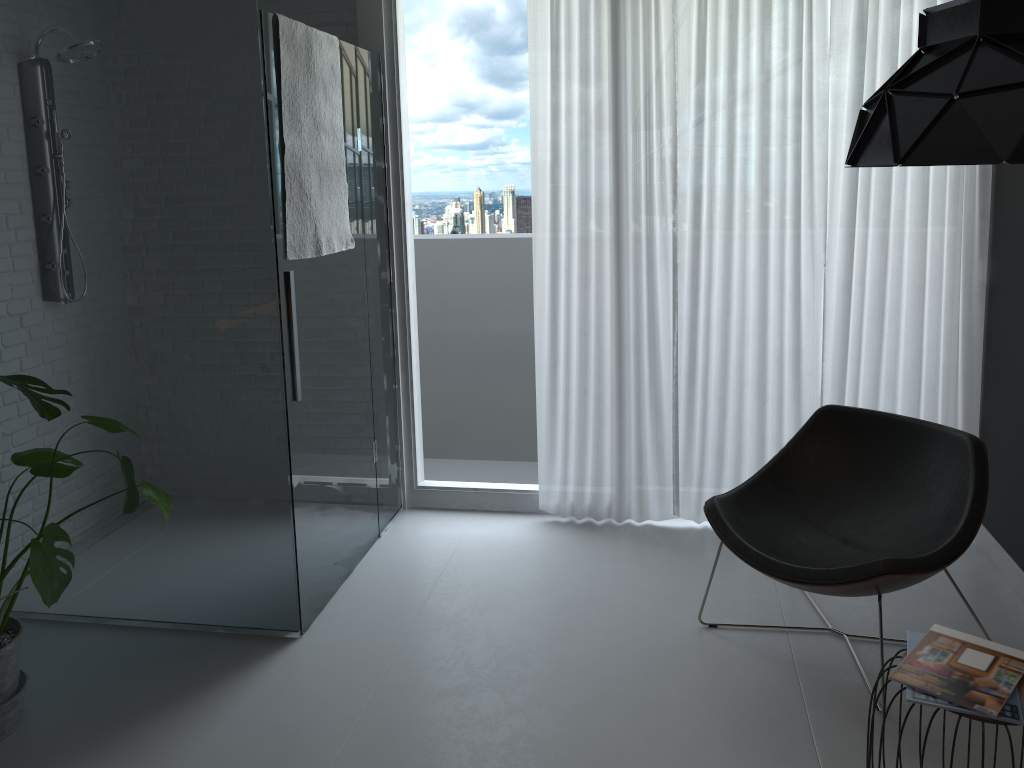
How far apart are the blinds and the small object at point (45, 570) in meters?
1.8

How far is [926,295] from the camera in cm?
361

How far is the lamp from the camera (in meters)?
1.54

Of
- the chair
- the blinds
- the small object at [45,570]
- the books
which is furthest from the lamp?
the small object at [45,570]

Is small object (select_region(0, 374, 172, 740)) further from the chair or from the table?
the table

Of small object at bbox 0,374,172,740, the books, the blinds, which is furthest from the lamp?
small object at bbox 0,374,172,740

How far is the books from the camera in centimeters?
191cm

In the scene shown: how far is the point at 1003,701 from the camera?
1.9 meters

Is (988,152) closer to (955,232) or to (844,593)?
(844,593)

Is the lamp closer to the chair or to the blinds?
the chair
